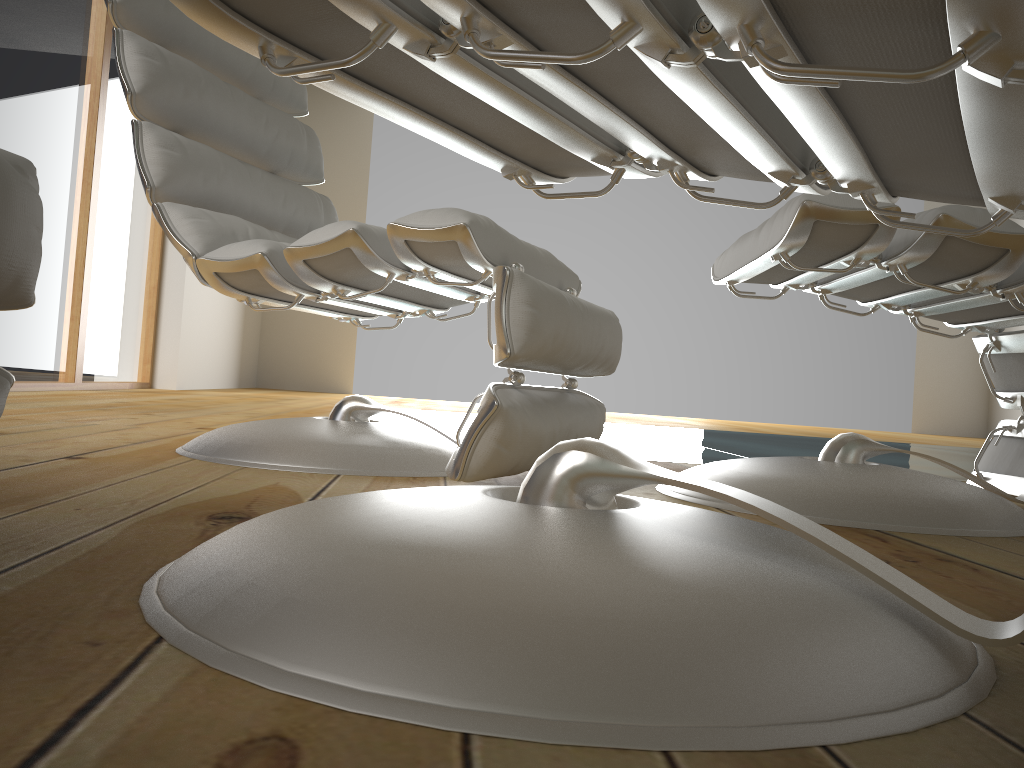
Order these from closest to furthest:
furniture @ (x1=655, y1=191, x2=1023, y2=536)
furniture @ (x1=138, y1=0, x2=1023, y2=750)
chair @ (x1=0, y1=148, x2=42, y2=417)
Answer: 1. furniture @ (x1=138, y1=0, x2=1023, y2=750)
2. chair @ (x1=0, y1=148, x2=42, y2=417)
3. furniture @ (x1=655, y1=191, x2=1023, y2=536)

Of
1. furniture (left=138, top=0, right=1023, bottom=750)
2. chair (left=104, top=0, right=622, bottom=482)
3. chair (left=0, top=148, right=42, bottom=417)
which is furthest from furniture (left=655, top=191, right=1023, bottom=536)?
chair (left=0, top=148, right=42, bottom=417)

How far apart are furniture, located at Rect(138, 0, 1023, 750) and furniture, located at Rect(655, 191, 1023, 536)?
0.3m

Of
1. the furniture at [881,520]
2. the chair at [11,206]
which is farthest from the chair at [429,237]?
the chair at [11,206]

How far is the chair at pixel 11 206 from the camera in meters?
0.6

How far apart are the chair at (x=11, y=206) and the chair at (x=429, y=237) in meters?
0.5

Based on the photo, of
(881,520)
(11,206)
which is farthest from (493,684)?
(881,520)

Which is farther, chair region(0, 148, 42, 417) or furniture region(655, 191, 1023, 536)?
furniture region(655, 191, 1023, 536)

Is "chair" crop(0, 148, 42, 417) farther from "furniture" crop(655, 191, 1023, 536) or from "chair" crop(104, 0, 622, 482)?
"furniture" crop(655, 191, 1023, 536)

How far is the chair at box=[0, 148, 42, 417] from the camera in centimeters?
64cm
